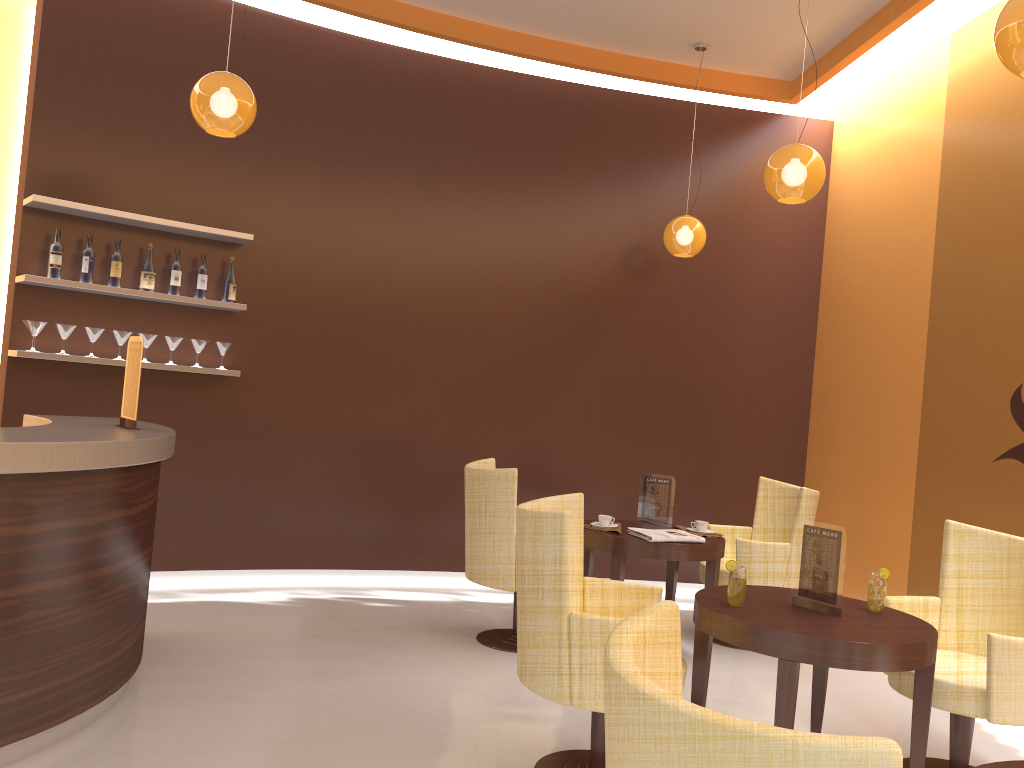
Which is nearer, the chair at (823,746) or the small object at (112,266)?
the chair at (823,746)

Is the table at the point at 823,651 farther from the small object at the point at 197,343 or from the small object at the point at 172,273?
the small object at the point at 172,273

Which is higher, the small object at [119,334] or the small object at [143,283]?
the small object at [143,283]

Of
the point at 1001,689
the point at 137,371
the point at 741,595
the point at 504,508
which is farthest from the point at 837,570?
the point at 137,371

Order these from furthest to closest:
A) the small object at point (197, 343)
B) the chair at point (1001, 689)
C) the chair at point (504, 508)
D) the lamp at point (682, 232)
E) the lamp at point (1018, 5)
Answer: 1. the lamp at point (682, 232)
2. the small object at point (197, 343)
3. the chair at point (504, 508)
4. the chair at point (1001, 689)
5. the lamp at point (1018, 5)

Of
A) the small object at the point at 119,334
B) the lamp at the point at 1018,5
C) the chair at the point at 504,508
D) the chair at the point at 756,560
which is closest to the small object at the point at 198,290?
the small object at the point at 119,334

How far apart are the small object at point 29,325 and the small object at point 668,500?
3.58m

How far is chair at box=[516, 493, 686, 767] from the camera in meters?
3.0

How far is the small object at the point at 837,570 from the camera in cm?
333

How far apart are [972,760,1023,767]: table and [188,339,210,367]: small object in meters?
4.8
